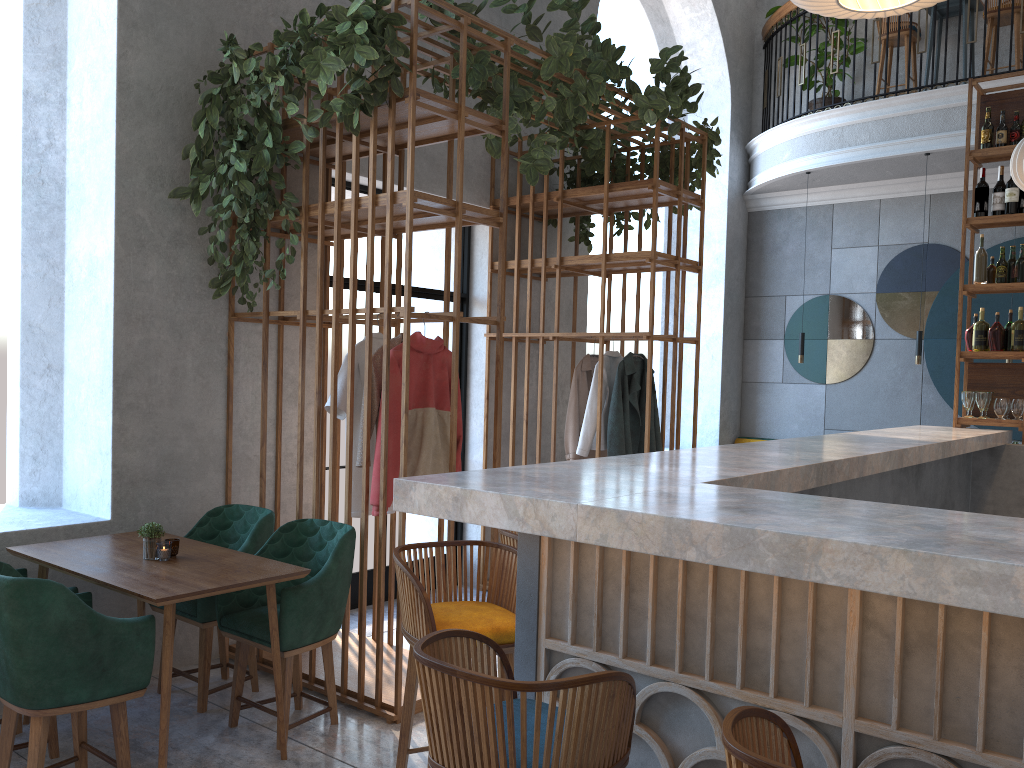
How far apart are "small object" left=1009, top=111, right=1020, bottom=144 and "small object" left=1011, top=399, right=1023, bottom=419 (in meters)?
1.65

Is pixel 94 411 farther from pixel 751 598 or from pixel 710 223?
pixel 710 223

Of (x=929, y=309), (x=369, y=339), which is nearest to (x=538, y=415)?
(x=369, y=339)

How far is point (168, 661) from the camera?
3.08m

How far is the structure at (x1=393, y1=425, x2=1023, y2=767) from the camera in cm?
154

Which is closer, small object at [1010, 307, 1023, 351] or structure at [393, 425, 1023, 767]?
structure at [393, 425, 1023, 767]

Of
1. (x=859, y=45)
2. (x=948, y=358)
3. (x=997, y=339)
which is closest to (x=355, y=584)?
(x=997, y=339)

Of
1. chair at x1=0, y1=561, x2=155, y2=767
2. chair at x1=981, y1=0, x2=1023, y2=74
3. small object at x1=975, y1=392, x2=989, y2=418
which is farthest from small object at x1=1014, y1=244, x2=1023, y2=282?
chair at x1=0, y1=561, x2=155, y2=767

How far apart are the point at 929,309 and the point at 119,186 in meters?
7.2 m

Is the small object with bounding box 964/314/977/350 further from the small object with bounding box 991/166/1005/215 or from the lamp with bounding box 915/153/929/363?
the lamp with bounding box 915/153/929/363
